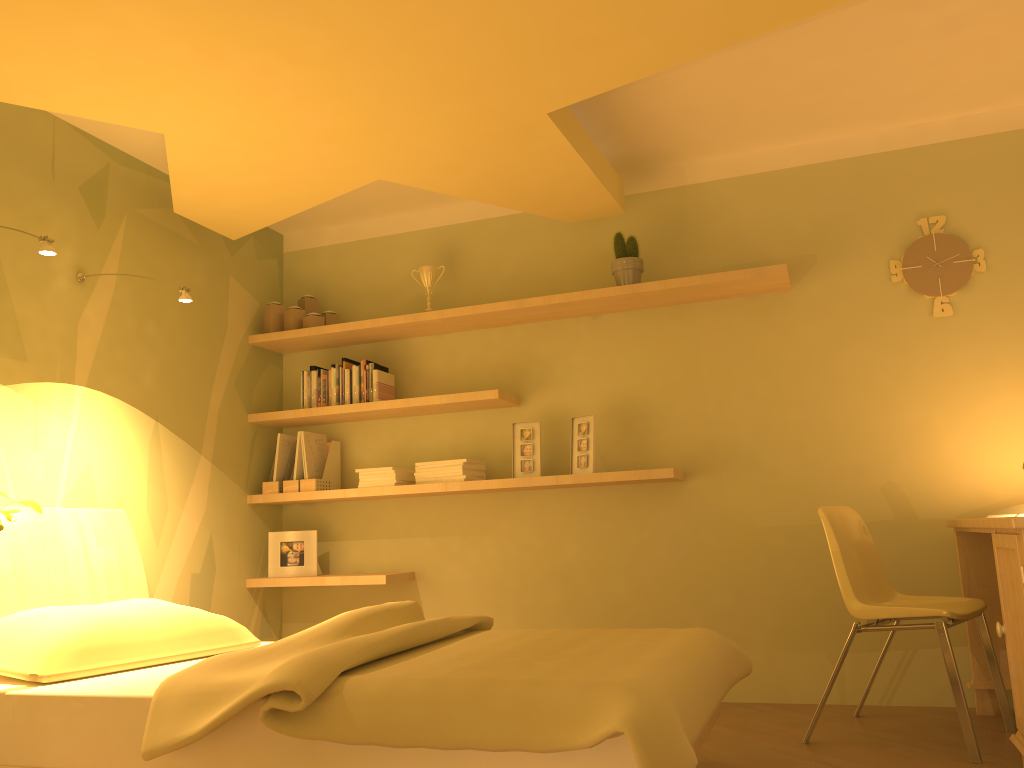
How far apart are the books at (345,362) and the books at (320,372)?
0.1m

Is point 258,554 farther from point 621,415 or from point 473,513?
point 621,415

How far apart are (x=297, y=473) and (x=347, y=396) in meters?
0.5

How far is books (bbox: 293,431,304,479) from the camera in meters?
4.3 m

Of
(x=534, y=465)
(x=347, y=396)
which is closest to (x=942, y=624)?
(x=534, y=465)

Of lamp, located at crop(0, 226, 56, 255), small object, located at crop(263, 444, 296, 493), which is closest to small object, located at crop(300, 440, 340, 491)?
small object, located at crop(263, 444, 296, 493)

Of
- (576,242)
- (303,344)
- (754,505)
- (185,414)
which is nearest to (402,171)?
(576,242)

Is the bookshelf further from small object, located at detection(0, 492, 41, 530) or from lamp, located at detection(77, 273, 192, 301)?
small object, located at detection(0, 492, 41, 530)

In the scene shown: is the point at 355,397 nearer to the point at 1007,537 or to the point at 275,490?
the point at 275,490

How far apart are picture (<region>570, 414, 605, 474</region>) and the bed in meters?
1.0 m
